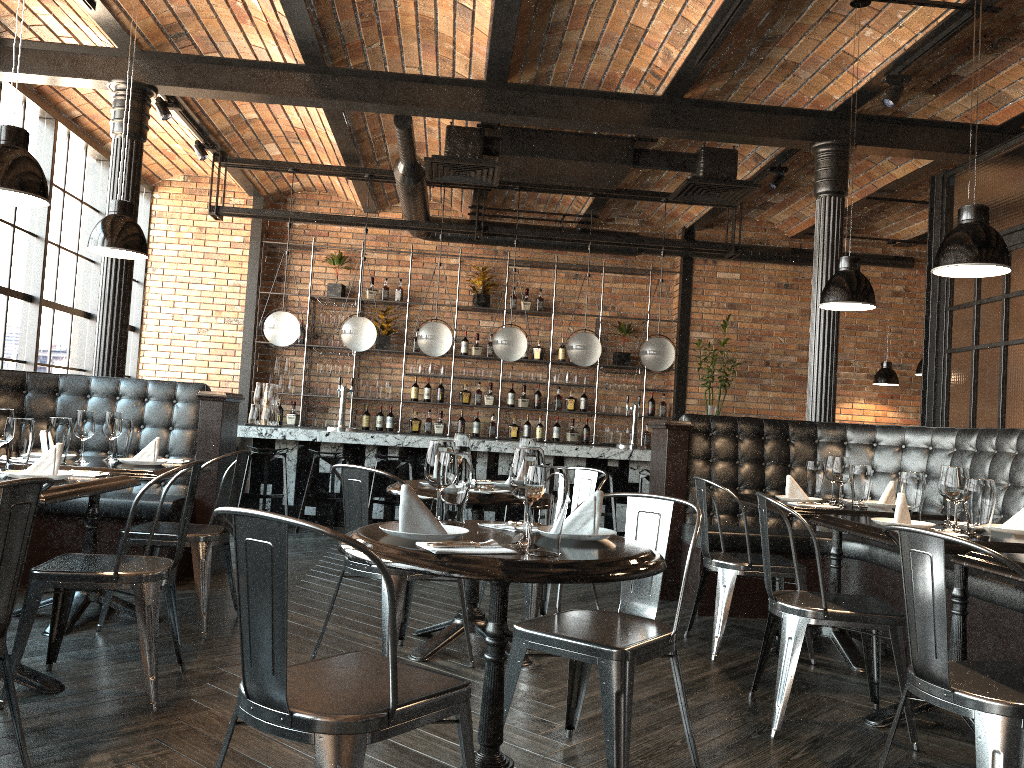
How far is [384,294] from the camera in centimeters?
1034cm

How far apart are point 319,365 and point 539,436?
2.67m

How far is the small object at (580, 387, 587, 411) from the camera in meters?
10.5 m

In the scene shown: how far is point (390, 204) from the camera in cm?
1055

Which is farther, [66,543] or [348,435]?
[348,435]

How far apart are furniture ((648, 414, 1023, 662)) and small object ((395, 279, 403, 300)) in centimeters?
505cm

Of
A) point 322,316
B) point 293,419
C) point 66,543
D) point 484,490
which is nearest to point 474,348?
point 322,316

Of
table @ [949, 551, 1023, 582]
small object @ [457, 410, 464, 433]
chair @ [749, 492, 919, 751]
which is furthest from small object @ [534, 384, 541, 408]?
table @ [949, 551, 1023, 582]

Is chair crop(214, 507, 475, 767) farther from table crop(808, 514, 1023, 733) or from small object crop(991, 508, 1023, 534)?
small object crop(991, 508, 1023, 534)

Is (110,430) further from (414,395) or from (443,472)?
(414,395)
